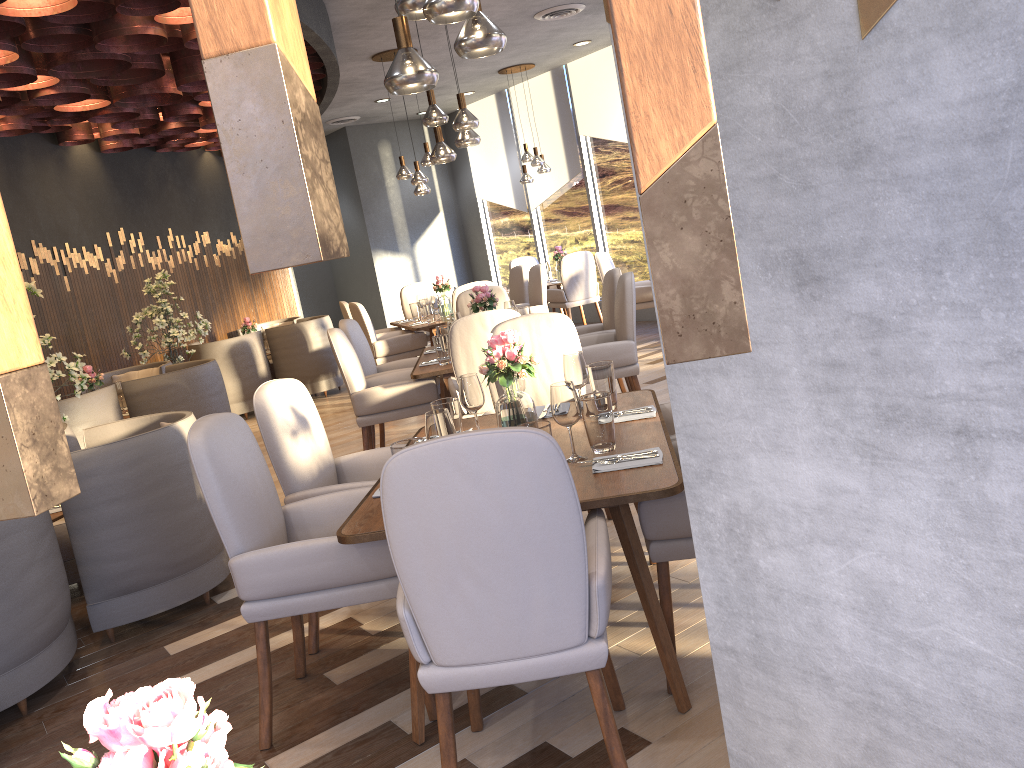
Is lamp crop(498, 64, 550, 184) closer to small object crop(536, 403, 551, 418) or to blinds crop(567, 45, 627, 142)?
blinds crop(567, 45, 627, 142)

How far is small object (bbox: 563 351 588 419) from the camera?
3.2 meters

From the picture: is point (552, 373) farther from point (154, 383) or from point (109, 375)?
point (109, 375)

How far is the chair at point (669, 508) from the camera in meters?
2.4

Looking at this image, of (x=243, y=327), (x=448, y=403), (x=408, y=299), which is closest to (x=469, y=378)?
(x=448, y=403)

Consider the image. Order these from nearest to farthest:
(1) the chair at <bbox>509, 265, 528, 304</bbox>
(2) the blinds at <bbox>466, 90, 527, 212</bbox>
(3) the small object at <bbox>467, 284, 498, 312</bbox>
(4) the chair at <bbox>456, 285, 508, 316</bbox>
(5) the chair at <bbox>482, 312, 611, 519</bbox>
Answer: (5) the chair at <bbox>482, 312, 611, 519</bbox>
(3) the small object at <bbox>467, 284, 498, 312</bbox>
(4) the chair at <bbox>456, 285, 508, 316</bbox>
(1) the chair at <bbox>509, 265, 528, 304</bbox>
(2) the blinds at <bbox>466, 90, 527, 212</bbox>

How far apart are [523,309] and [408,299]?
3.76m

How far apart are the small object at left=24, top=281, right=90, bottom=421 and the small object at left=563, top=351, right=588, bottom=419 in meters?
3.4

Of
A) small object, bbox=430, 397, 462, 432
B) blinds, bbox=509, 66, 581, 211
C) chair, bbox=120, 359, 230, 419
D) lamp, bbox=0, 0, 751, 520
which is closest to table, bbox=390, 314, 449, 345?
chair, bbox=120, 359, 230, 419

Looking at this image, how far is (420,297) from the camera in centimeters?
881cm
